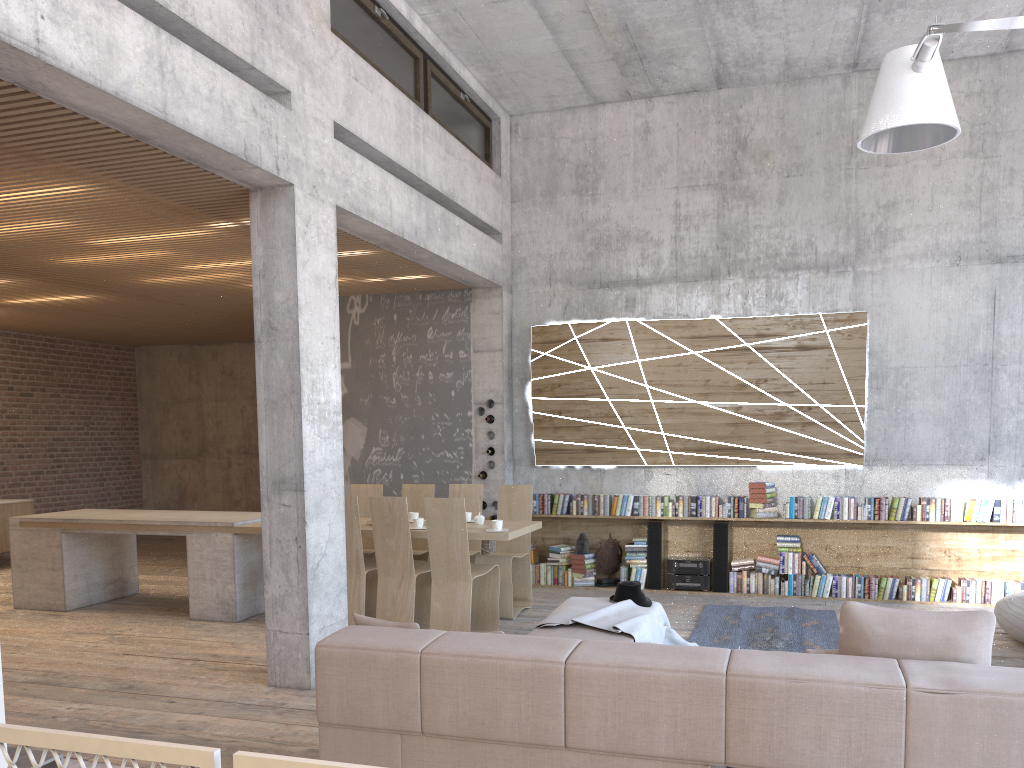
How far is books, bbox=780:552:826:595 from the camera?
8.59m

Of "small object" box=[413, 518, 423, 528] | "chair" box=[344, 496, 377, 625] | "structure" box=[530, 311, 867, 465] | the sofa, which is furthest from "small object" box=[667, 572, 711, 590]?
the sofa

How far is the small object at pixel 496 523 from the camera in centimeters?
708cm

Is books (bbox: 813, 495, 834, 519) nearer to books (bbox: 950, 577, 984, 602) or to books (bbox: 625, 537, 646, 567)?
books (bbox: 950, 577, 984, 602)

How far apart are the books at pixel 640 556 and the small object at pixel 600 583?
0.2 meters

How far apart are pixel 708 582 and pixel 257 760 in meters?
7.7 m

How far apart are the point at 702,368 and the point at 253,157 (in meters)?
5.40

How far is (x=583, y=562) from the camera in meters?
9.2 m

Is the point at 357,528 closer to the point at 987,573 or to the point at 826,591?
the point at 826,591

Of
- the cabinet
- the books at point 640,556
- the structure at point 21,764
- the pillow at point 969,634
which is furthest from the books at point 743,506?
the cabinet
